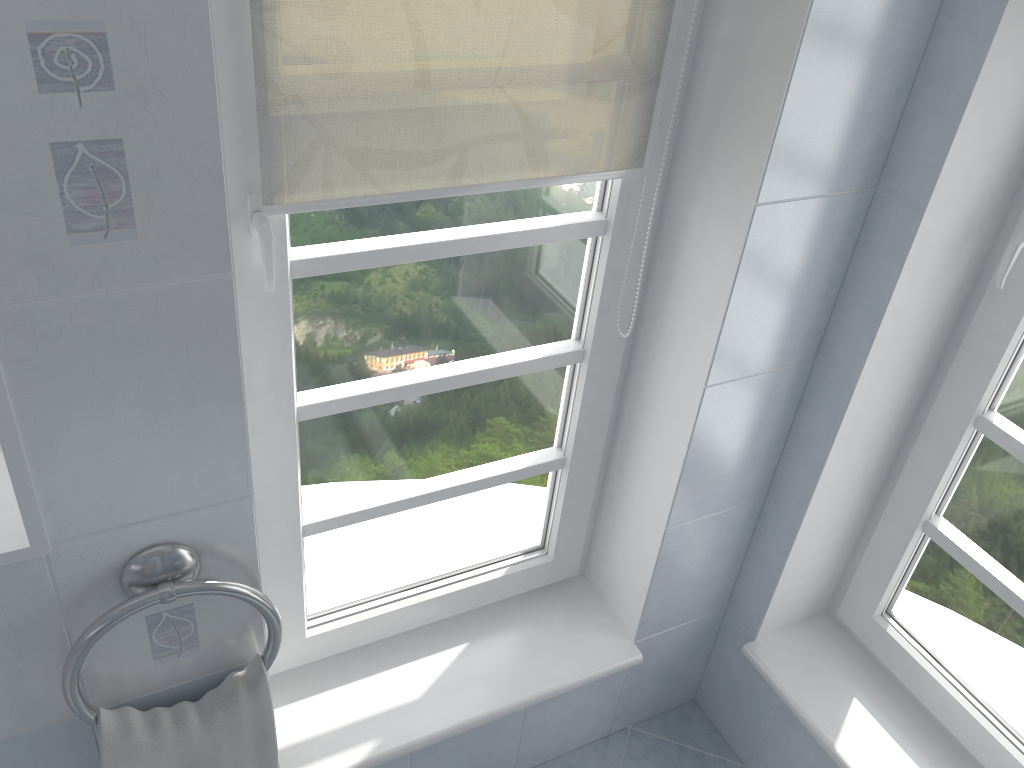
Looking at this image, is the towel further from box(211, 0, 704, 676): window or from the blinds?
the blinds

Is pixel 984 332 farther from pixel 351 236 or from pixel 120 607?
pixel 120 607

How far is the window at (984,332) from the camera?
1.5m

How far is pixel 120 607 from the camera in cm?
113

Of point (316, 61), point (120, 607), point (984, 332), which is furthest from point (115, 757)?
point (984, 332)

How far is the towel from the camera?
1.2m

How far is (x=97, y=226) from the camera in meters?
0.9 m

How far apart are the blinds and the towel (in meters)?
0.66

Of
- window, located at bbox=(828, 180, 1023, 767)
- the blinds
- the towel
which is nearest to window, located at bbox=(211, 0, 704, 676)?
the blinds

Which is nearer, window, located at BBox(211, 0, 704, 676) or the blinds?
the blinds
